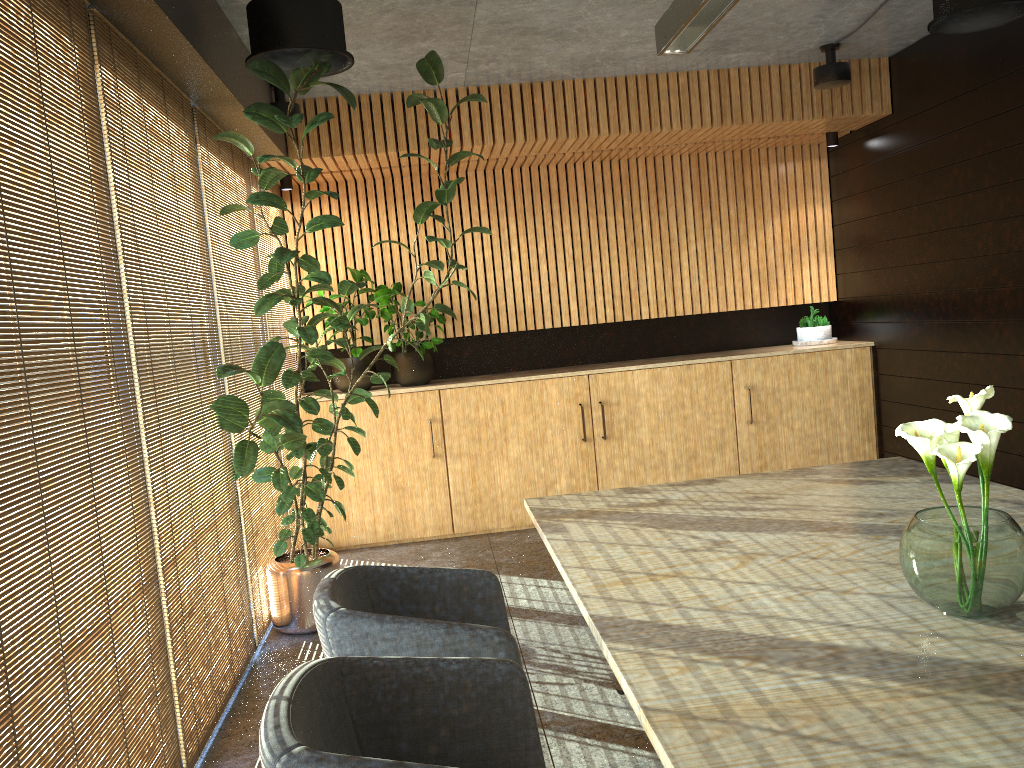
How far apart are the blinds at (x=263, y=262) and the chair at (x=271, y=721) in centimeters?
440cm

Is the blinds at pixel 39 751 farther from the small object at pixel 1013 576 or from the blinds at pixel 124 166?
the small object at pixel 1013 576

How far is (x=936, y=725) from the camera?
1.7 meters

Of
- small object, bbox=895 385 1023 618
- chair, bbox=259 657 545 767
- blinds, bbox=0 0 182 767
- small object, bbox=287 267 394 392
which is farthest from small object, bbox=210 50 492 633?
small object, bbox=895 385 1023 618

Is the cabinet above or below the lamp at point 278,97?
below

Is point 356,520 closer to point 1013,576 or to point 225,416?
point 225,416

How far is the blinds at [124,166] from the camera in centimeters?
355cm

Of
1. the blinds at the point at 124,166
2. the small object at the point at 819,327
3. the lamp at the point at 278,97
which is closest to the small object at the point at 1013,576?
the blinds at the point at 124,166

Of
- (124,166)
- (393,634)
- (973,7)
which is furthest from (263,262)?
(973,7)

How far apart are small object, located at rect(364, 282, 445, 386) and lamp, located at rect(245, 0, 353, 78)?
2.9m
